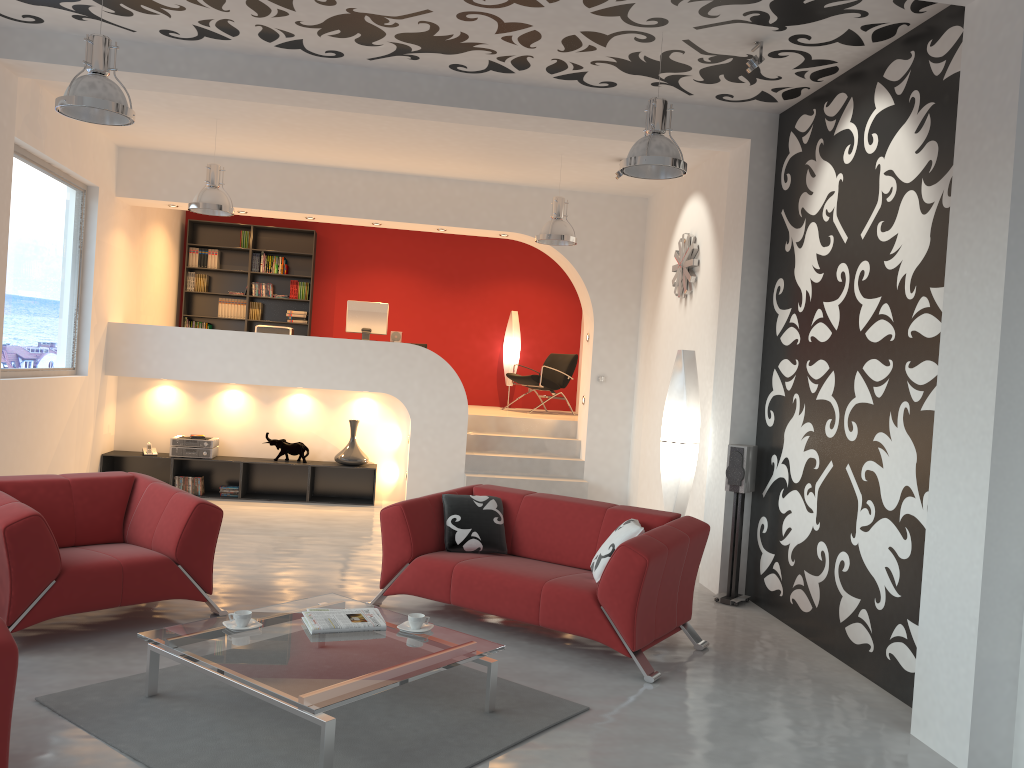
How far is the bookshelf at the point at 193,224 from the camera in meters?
11.9 m

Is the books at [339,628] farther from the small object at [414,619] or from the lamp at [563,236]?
the lamp at [563,236]

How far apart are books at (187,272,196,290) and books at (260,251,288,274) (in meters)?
0.94

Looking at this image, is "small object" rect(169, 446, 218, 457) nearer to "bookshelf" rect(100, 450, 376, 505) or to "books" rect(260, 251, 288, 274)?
"bookshelf" rect(100, 450, 376, 505)

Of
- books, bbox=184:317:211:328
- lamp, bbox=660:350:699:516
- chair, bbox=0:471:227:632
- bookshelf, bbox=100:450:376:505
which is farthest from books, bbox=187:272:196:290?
lamp, bbox=660:350:699:516

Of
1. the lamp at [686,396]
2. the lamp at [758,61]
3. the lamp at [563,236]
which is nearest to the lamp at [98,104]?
the lamp at [758,61]

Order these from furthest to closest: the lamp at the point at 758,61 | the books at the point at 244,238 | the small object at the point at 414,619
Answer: the books at the point at 244,238 < the lamp at the point at 758,61 < the small object at the point at 414,619

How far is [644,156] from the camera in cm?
486

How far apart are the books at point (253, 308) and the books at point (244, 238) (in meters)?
0.82

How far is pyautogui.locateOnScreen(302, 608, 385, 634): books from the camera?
3.98m
